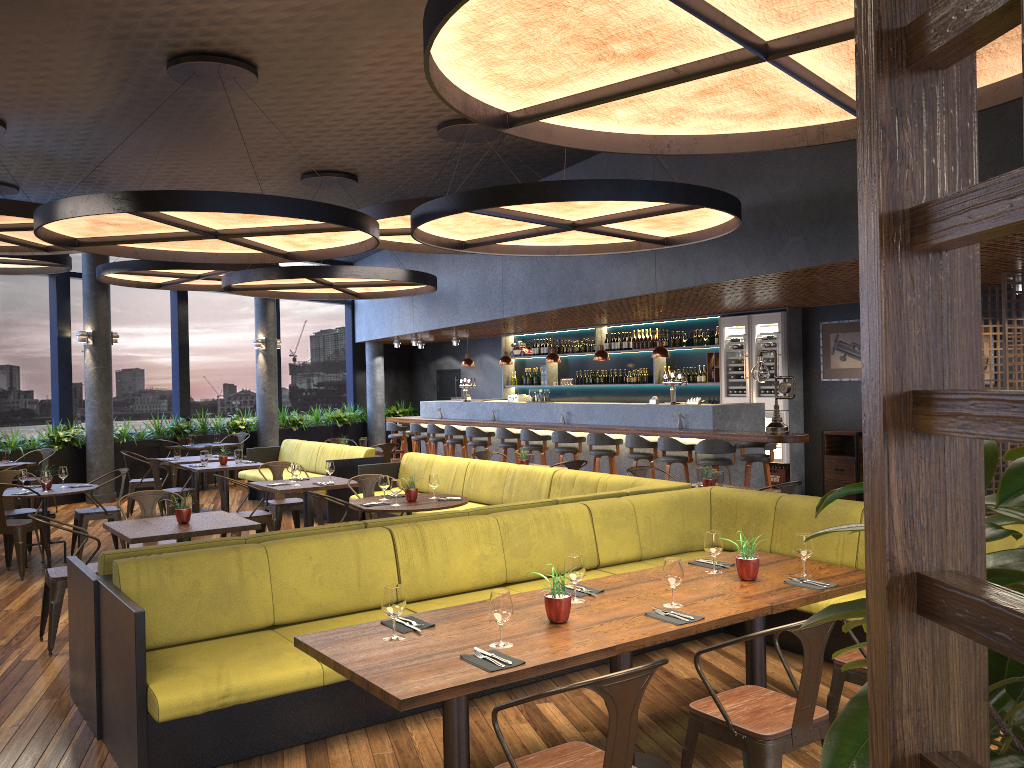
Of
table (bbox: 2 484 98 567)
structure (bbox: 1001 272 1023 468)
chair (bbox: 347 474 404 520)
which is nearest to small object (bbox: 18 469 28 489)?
table (bbox: 2 484 98 567)

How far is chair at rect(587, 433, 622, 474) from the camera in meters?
11.7 m

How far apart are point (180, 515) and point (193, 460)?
6.0m

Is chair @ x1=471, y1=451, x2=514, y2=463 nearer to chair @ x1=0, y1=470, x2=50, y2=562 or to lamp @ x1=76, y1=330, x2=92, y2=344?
chair @ x1=0, y1=470, x2=50, y2=562

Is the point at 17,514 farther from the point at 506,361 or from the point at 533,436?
the point at 506,361

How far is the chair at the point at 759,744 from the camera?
3.1 meters

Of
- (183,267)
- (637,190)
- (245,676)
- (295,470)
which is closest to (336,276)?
(295,470)

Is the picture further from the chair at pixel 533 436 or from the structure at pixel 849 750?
the structure at pixel 849 750

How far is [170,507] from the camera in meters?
10.6

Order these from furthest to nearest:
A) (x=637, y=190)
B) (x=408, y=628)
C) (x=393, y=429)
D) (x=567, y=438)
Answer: (x=393, y=429), (x=567, y=438), (x=637, y=190), (x=408, y=628)
